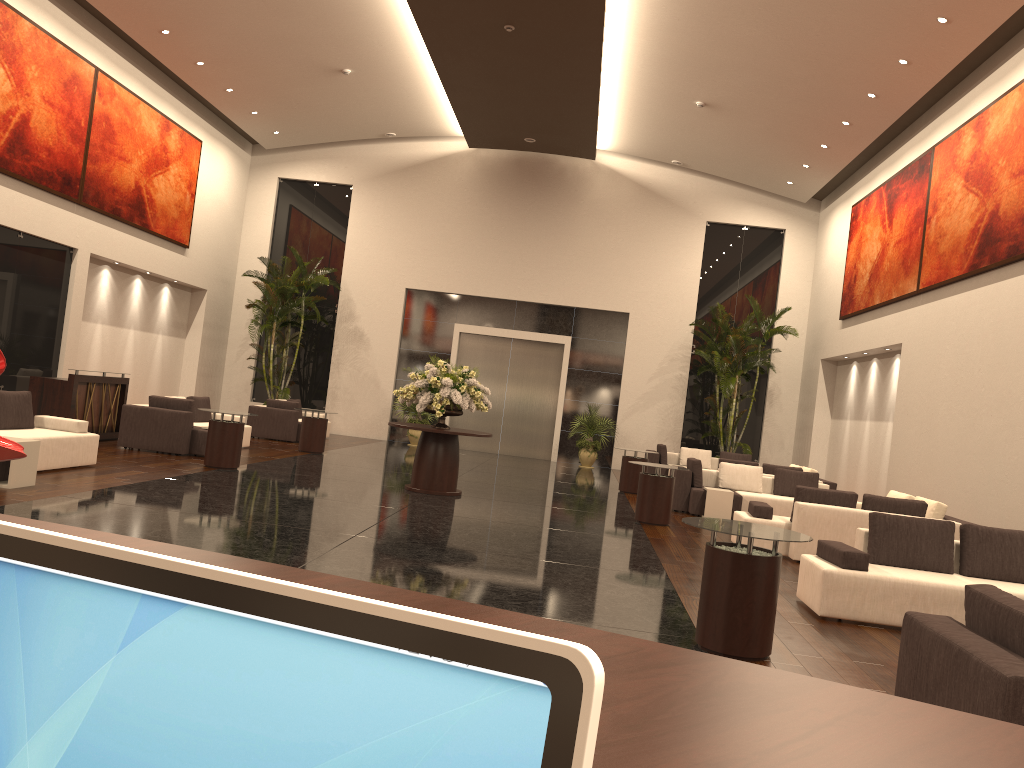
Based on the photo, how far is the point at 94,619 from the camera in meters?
0.6

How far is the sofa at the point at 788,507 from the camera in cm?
1385

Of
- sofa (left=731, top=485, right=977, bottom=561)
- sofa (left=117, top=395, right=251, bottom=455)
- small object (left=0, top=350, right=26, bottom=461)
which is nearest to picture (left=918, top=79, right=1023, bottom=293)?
sofa (left=731, top=485, right=977, bottom=561)

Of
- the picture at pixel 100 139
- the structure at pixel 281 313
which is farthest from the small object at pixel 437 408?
the structure at pixel 281 313

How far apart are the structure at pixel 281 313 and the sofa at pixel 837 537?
13.7m

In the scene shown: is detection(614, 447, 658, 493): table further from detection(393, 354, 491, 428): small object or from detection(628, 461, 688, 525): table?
detection(393, 354, 491, 428): small object

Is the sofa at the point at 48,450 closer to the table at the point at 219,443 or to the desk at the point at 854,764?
the table at the point at 219,443

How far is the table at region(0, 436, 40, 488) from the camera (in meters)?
8.70

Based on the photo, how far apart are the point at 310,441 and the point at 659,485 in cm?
751

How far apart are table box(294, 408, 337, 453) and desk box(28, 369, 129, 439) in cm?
323
